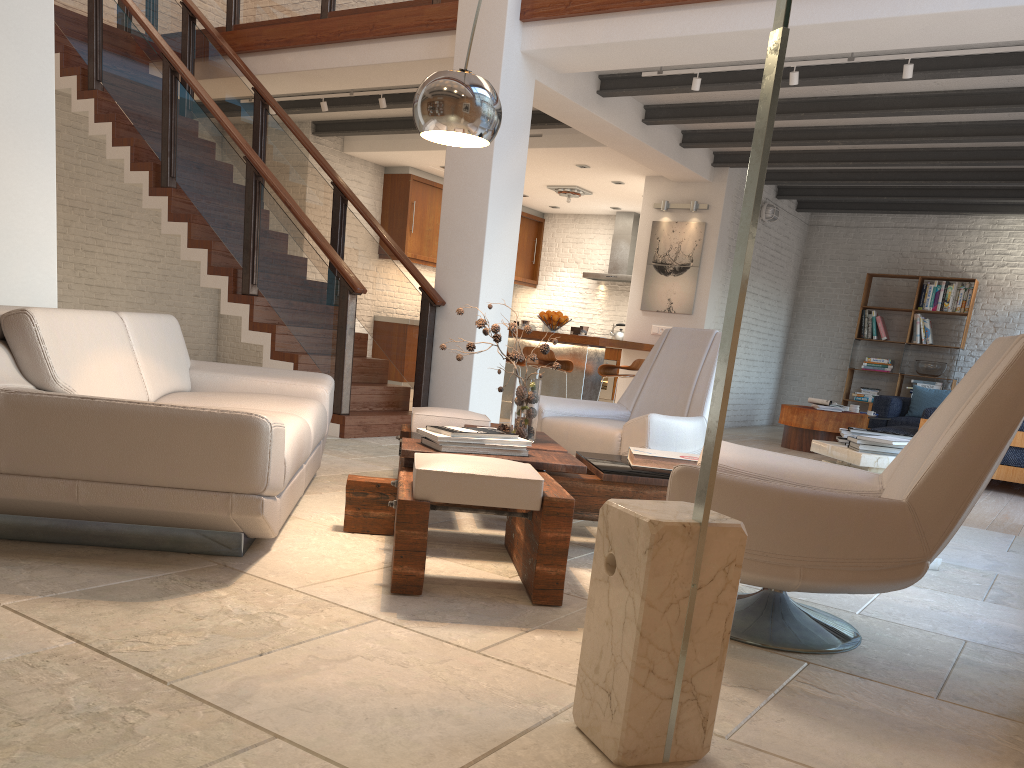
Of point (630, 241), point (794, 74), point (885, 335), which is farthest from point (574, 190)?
point (794, 74)

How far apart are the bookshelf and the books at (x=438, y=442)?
9.85m

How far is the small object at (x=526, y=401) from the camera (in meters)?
3.80

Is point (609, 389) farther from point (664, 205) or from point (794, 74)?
point (794, 74)

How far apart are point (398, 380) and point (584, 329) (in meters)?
3.95

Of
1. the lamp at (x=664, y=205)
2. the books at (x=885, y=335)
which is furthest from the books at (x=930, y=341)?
the lamp at (x=664, y=205)

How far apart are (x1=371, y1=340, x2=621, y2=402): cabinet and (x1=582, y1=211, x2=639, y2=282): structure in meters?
1.1 m

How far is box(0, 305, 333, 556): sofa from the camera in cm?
259

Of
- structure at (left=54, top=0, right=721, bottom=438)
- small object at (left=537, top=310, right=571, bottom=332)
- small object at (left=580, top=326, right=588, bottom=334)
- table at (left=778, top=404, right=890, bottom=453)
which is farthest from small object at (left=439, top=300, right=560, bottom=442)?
table at (left=778, top=404, right=890, bottom=453)

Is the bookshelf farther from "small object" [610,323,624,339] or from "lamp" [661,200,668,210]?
A: "lamp" [661,200,668,210]
